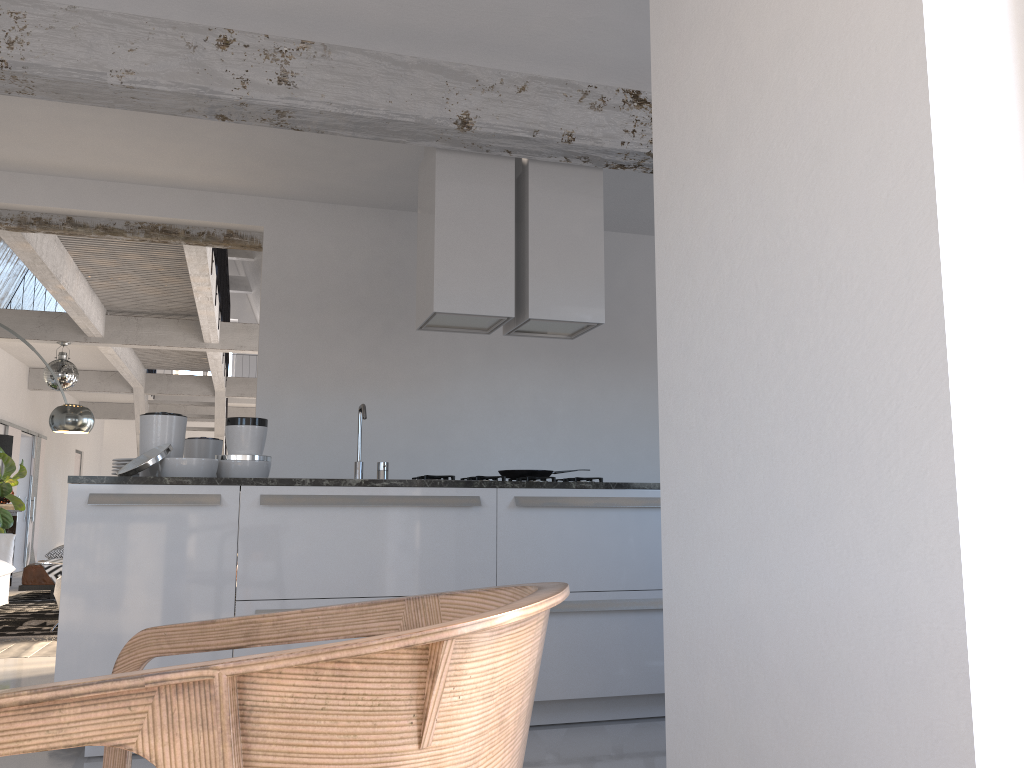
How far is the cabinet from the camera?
3.2m

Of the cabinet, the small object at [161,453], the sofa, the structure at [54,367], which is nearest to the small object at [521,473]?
the cabinet

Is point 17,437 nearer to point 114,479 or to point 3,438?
point 3,438

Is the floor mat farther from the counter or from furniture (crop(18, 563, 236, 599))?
the counter

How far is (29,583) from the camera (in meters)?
8.62

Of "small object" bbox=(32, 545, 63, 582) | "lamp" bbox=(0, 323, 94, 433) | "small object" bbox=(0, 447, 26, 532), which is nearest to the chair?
"lamp" bbox=(0, 323, 94, 433)

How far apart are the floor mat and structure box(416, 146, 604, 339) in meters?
3.6 m

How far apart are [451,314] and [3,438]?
7.55m

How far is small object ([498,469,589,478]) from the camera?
4.46m

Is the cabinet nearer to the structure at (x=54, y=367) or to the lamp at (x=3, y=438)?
the structure at (x=54, y=367)
